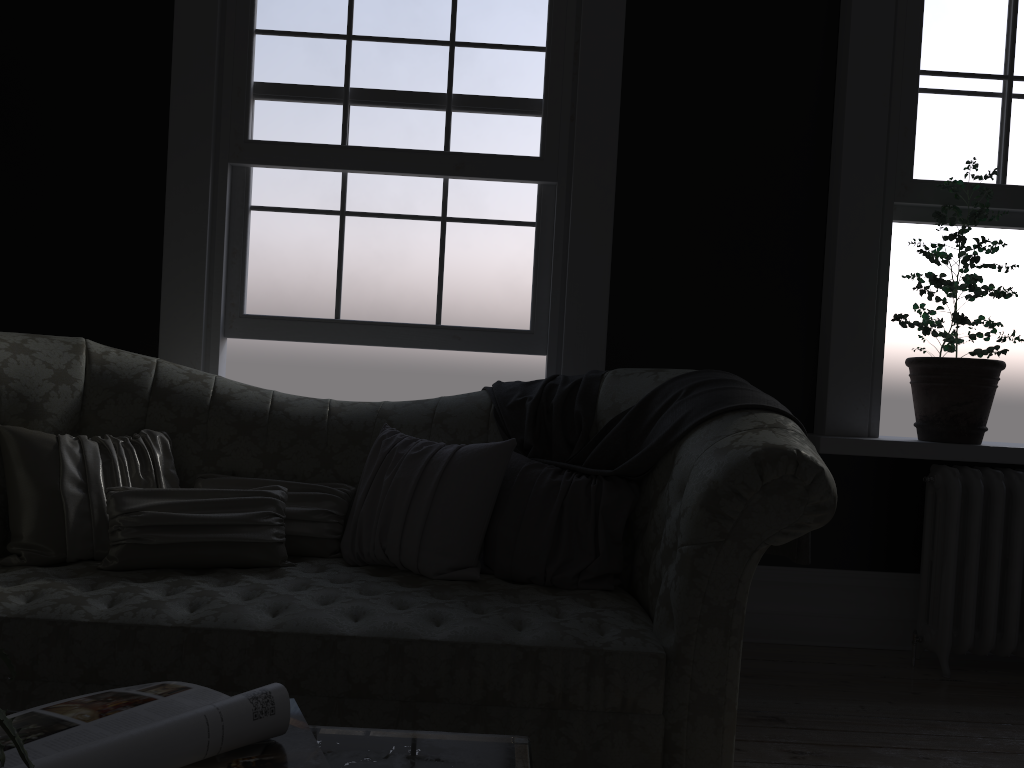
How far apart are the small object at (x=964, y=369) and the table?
2.9 meters

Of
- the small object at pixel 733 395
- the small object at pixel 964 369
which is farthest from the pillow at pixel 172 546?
the small object at pixel 964 369

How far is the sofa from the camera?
2.1 meters

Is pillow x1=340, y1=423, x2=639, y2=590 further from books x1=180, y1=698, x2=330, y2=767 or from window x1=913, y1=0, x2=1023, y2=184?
window x1=913, y1=0, x2=1023, y2=184

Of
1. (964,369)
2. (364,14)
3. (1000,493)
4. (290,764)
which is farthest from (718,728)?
(364,14)

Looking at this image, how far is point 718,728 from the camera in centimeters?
214cm

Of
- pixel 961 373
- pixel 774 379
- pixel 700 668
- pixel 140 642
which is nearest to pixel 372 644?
pixel 140 642

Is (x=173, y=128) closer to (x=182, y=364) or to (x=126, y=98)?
(x=126, y=98)

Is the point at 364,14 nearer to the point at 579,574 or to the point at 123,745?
the point at 579,574

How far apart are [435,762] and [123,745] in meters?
0.4 m
